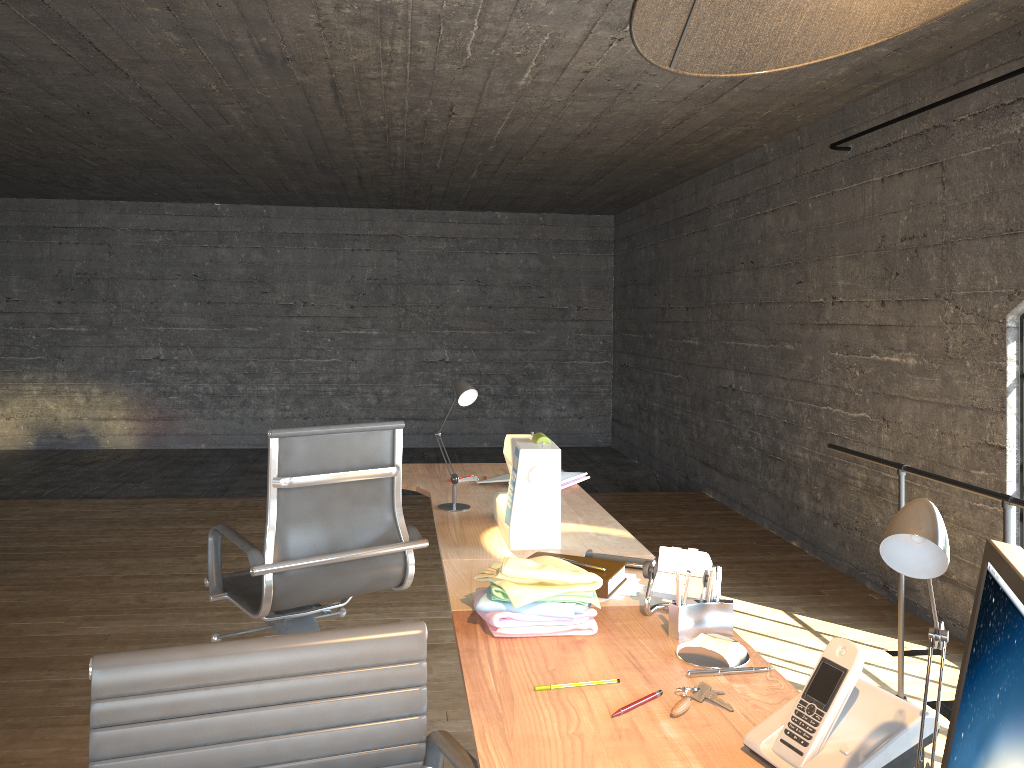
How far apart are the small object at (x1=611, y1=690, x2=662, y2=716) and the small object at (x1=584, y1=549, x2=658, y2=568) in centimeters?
75cm

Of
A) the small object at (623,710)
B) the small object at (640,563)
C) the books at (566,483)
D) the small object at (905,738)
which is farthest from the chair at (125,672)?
the books at (566,483)

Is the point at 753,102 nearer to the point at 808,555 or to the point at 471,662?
the point at 808,555

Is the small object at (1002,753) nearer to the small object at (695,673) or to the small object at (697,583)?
the small object at (695,673)

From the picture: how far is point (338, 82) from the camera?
4.33m

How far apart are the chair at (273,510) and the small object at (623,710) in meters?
1.4 m

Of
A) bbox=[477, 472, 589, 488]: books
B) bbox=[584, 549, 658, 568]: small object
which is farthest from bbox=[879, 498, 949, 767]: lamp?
bbox=[477, 472, 589, 488]: books

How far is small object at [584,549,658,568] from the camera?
2.2 meters

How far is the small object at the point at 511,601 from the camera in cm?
171

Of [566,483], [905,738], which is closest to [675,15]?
[905,738]
